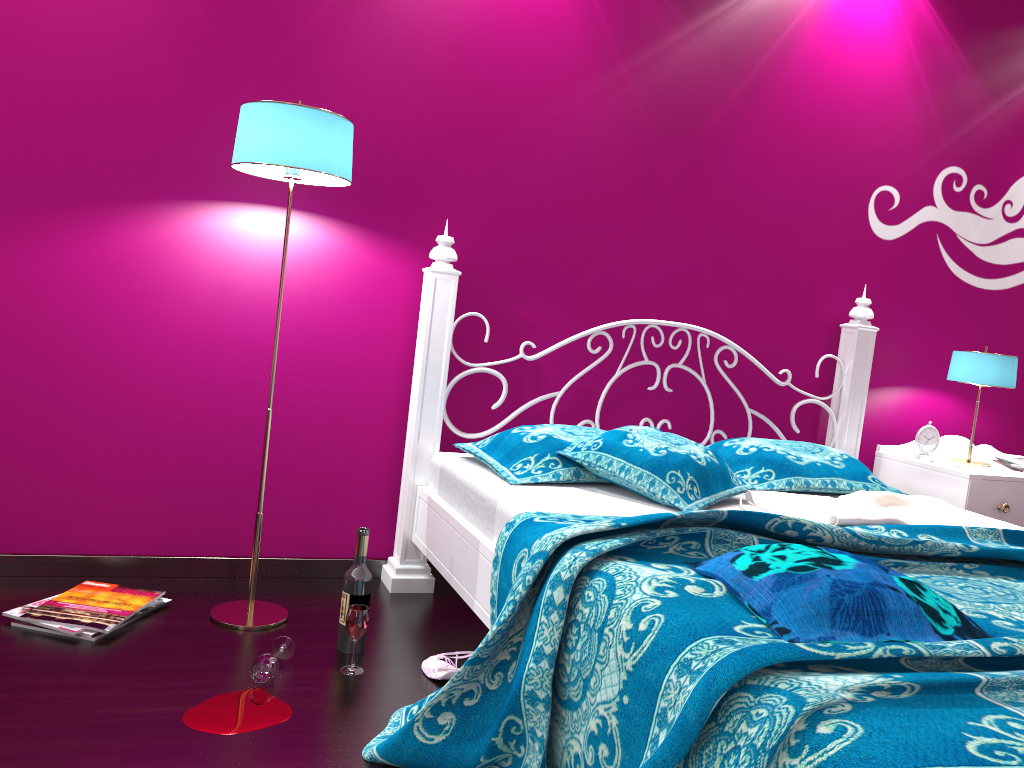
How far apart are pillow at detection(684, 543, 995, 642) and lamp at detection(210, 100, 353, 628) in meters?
1.2

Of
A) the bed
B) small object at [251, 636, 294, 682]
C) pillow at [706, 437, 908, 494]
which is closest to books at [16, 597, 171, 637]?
small object at [251, 636, 294, 682]

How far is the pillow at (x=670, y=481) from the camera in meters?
2.2

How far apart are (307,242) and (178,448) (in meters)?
0.71

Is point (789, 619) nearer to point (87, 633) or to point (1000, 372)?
point (87, 633)

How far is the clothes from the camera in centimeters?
215cm

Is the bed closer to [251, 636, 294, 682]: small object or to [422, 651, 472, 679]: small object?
[422, 651, 472, 679]: small object

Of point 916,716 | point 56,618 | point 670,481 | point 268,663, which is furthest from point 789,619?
point 56,618

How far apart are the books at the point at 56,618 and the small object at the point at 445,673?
0.7m

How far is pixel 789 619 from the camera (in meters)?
1.35
